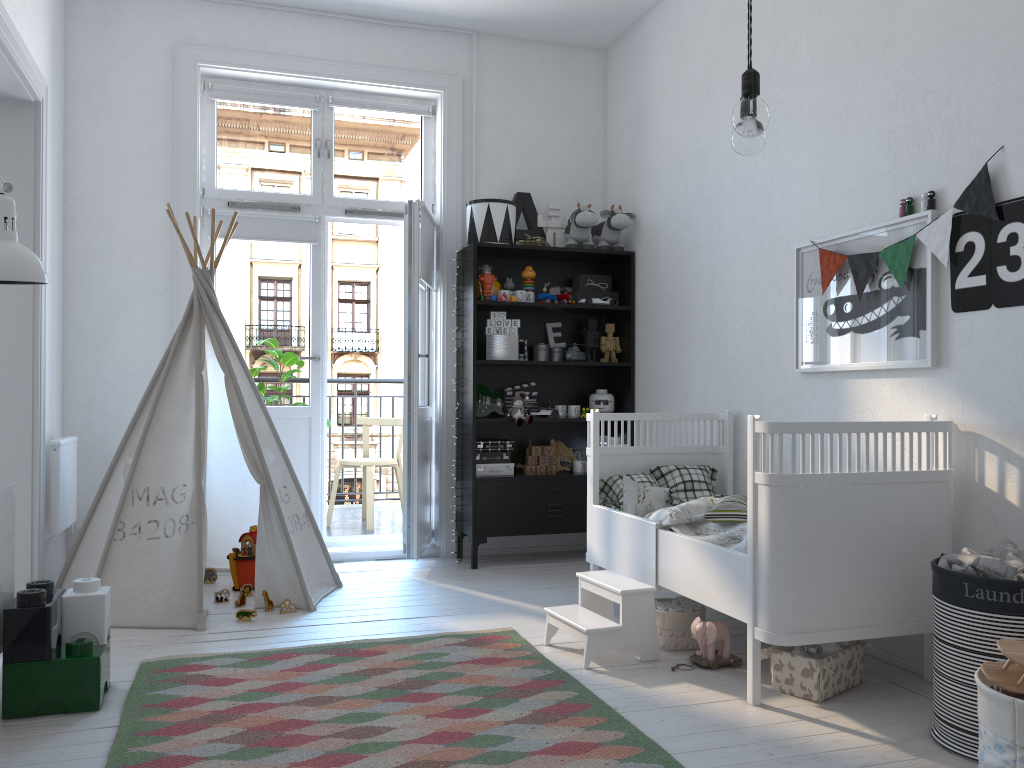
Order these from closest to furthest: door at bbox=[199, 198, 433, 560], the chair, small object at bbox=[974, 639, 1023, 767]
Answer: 1. small object at bbox=[974, 639, 1023, 767]
2. door at bbox=[199, 198, 433, 560]
3. the chair

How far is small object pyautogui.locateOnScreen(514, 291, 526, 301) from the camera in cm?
468

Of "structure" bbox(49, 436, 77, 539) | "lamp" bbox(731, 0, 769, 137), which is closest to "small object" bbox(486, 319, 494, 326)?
"structure" bbox(49, 436, 77, 539)

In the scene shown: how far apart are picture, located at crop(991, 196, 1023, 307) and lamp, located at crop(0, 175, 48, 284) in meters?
2.6

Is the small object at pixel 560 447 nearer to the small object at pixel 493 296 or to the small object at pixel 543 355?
the small object at pixel 543 355

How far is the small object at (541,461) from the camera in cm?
473

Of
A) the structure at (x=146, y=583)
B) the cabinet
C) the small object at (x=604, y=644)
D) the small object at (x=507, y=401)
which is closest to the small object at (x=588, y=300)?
the small object at (x=507, y=401)

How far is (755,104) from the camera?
1.7m

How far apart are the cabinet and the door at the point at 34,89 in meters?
1.1

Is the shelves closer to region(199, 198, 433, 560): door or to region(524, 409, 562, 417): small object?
region(524, 409, 562, 417): small object
